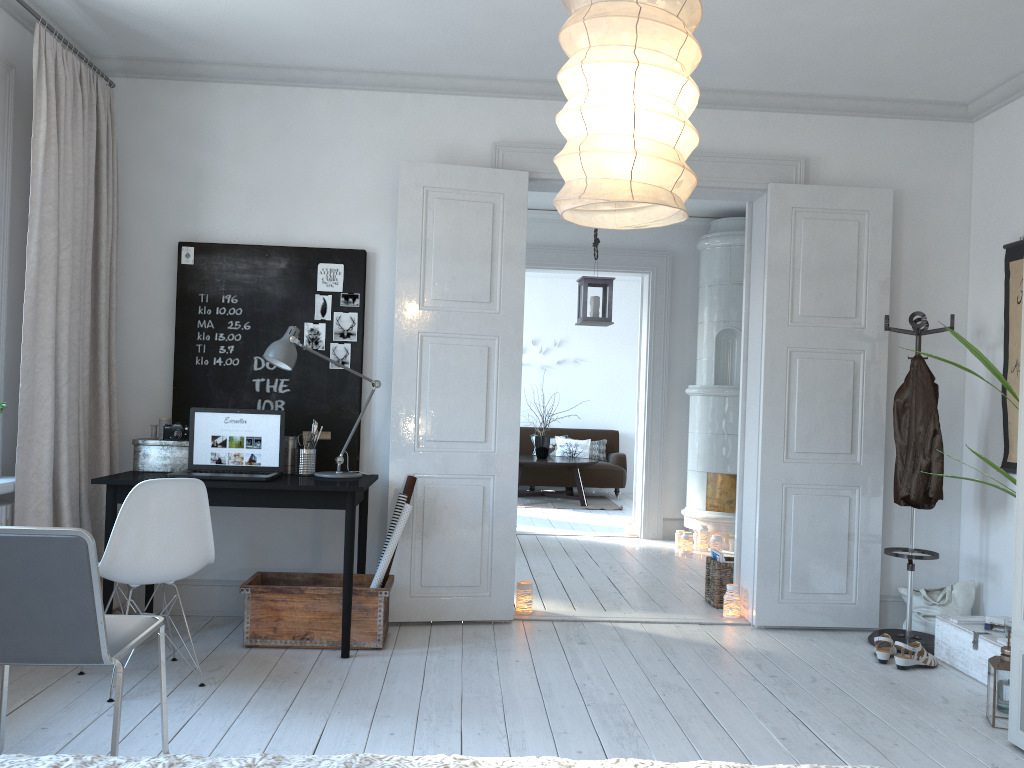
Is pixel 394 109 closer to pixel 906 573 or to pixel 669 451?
pixel 906 573

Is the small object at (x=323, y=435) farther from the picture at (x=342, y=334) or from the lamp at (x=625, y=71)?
the lamp at (x=625, y=71)

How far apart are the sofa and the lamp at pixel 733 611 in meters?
5.9 m

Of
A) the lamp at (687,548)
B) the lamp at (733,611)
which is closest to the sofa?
the lamp at (687,548)

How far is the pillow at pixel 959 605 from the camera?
4.51m

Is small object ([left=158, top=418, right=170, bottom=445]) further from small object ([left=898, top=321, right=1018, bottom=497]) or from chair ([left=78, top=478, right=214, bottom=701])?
small object ([left=898, top=321, right=1018, bottom=497])

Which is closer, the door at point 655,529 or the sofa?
the door at point 655,529

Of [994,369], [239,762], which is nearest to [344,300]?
[994,369]

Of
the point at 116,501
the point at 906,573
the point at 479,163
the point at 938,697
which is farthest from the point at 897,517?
the point at 116,501

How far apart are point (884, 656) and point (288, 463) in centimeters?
296cm
